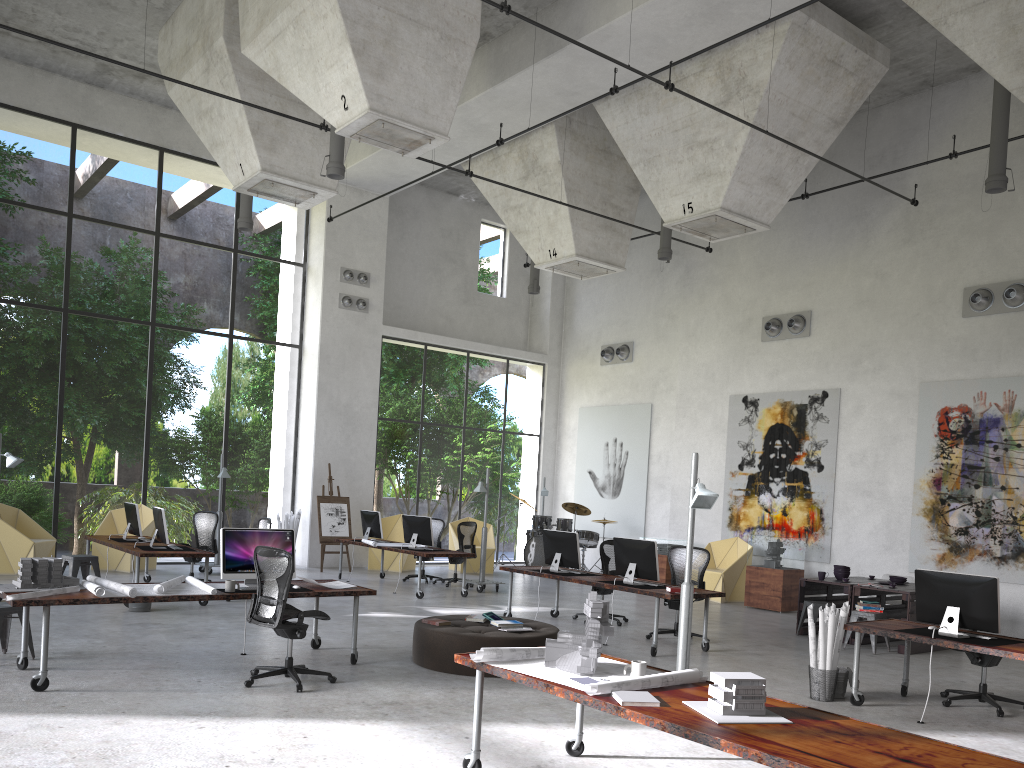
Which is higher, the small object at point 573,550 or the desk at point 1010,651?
the small object at point 573,550

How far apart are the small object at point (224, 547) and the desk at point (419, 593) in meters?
5.4 m

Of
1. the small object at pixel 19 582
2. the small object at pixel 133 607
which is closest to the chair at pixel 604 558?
the small object at pixel 133 607

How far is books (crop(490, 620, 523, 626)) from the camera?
8.6m

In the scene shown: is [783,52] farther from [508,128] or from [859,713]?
[859,713]

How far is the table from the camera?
10.8 meters

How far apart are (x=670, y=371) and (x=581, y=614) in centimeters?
809cm

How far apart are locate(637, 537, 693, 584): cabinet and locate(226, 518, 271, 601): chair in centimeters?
742cm

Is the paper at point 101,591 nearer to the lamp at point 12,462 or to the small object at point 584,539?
the lamp at point 12,462

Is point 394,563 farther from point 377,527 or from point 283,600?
point 283,600
